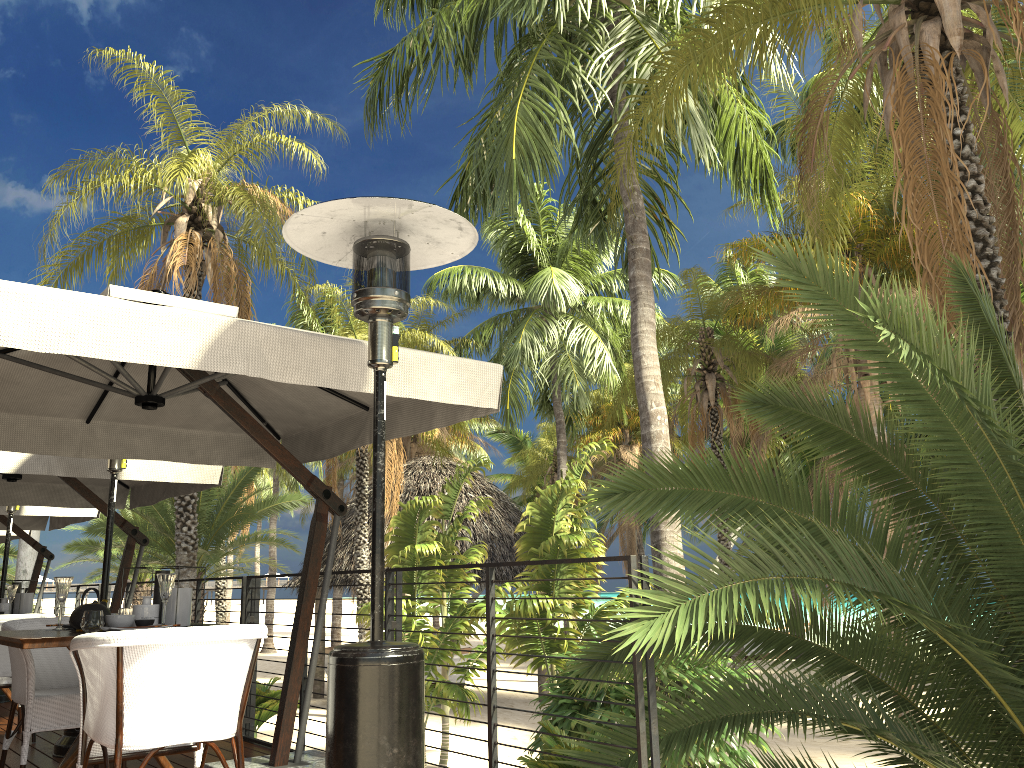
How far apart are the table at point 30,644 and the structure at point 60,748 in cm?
171

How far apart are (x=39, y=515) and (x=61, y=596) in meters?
5.6 m

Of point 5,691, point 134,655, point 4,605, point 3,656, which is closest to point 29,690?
point 134,655

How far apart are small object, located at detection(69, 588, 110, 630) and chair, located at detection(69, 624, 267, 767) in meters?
0.5 m

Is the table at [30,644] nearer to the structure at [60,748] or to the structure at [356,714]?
the structure at [356,714]

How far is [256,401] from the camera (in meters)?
5.28

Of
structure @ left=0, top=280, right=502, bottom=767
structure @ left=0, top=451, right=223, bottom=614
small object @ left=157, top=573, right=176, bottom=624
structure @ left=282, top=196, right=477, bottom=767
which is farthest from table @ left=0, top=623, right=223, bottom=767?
structure @ left=0, top=451, right=223, bottom=614

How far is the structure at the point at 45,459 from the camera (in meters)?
5.85

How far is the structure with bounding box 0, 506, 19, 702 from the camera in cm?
774

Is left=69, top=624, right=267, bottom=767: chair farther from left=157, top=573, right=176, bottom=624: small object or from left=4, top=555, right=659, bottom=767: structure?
left=4, top=555, right=659, bottom=767: structure
